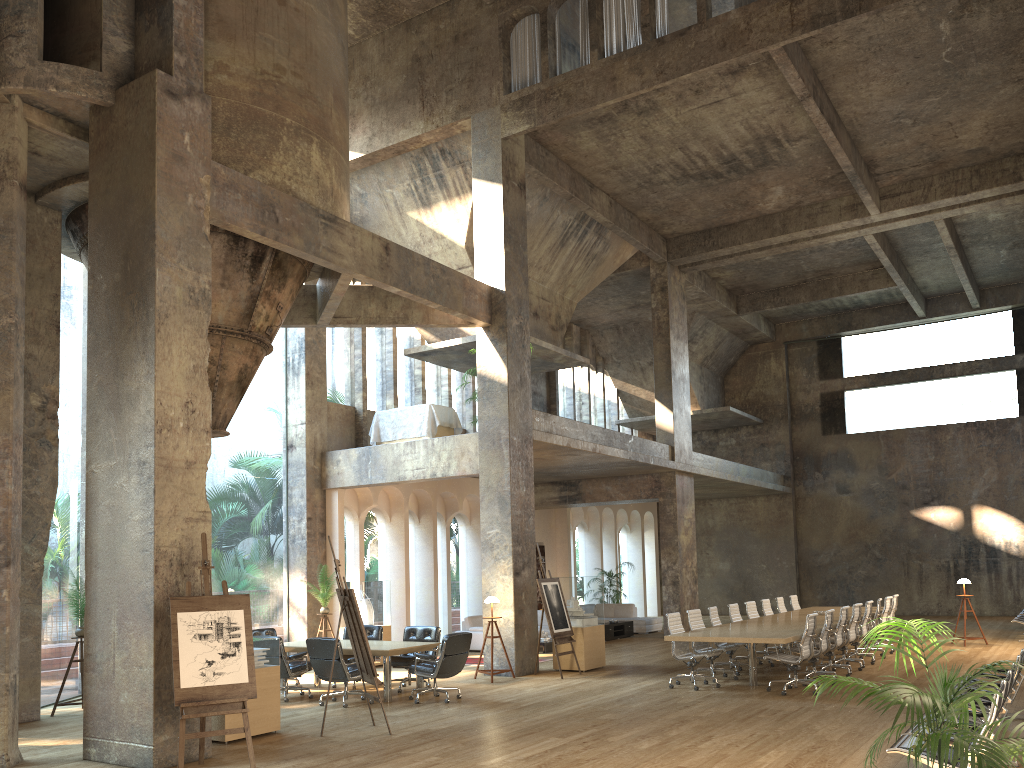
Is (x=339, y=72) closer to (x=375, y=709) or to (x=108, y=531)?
(x=108, y=531)

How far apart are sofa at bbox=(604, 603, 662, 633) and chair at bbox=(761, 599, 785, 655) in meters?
5.8 m

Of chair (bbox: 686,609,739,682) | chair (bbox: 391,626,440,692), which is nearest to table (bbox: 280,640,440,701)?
chair (bbox: 391,626,440,692)

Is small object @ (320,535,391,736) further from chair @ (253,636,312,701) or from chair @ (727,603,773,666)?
chair @ (727,603,773,666)

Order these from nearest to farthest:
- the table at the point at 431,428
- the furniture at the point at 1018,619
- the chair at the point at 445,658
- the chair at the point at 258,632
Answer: the chair at the point at 445,658
the chair at the point at 258,632
the table at the point at 431,428
the furniture at the point at 1018,619

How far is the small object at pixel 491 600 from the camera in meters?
13.2

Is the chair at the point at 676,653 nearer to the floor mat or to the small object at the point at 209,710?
the floor mat

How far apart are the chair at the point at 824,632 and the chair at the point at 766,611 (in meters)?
3.54

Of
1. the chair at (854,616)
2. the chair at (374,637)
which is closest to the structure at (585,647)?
the chair at (374,637)

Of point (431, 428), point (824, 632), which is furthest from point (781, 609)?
point (431, 428)
